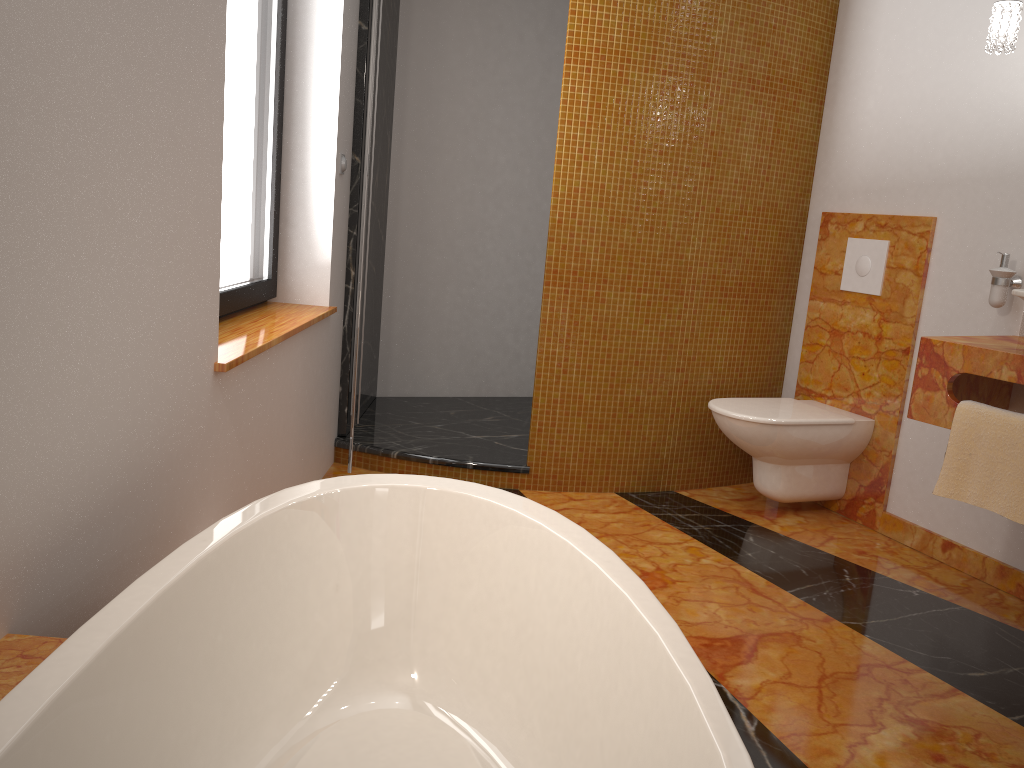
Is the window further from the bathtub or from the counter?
the counter

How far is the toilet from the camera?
3.1 meters

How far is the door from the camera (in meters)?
2.67

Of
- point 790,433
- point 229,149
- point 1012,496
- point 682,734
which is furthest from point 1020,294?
point 229,149

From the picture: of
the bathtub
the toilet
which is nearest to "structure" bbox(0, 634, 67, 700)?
the bathtub

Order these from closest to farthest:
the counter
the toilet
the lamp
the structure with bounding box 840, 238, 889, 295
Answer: the counter, the lamp, the toilet, the structure with bounding box 840, 238, 889, 295

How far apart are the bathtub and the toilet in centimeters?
159cm

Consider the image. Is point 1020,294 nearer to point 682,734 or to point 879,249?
point 879,249

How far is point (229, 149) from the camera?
2.5 meters

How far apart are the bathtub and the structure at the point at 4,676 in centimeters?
10cm
